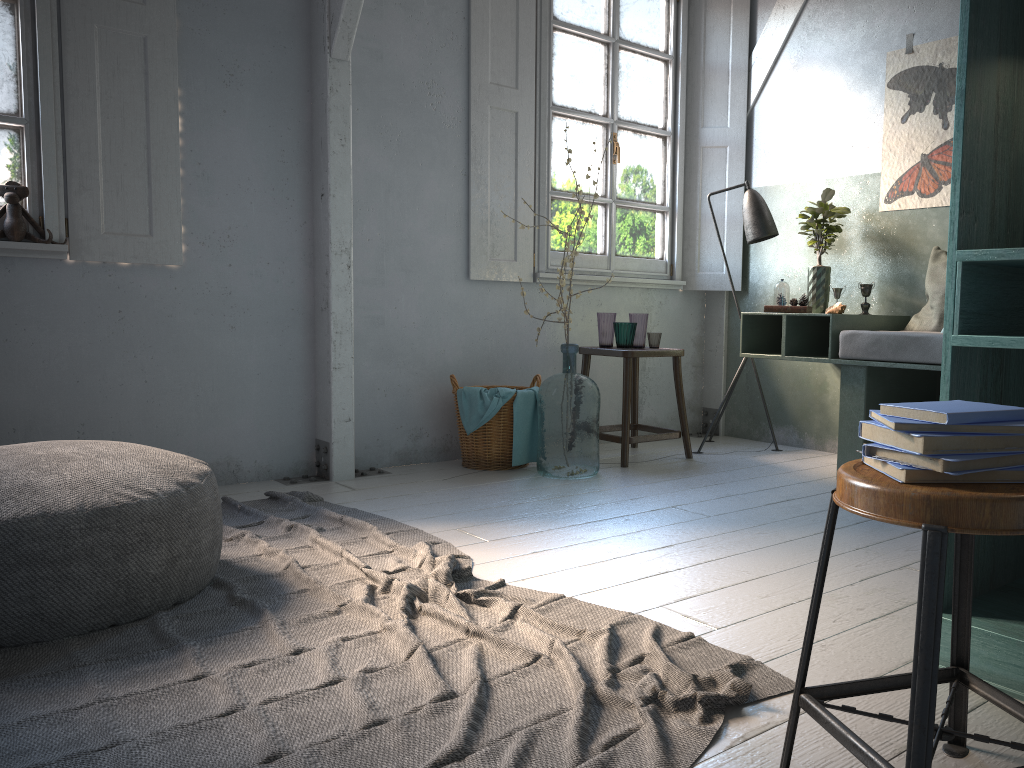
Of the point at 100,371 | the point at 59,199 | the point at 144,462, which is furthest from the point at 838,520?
the point at 59,199

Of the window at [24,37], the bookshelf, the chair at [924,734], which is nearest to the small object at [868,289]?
the bookshelf

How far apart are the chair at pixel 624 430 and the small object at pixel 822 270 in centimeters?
83cm

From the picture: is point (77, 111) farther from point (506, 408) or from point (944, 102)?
point (944, 102)

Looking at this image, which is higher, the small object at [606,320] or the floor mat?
the small object at [606,320]

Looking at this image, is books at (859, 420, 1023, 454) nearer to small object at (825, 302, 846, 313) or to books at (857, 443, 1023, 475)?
books at (857, 443, 1023, 475)

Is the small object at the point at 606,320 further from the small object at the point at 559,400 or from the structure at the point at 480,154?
the small object at the point at 559,400

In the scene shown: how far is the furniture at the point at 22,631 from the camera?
2.5 meters

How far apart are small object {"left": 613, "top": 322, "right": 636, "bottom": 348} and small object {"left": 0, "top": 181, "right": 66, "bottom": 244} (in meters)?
3.04

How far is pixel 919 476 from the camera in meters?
1.4
